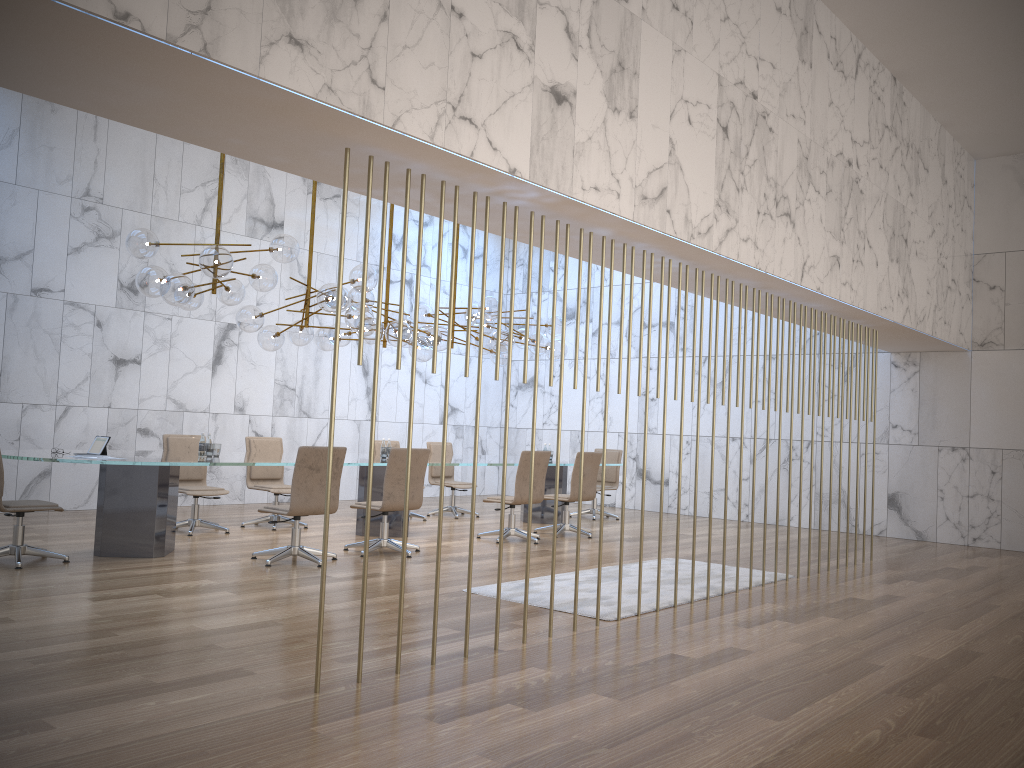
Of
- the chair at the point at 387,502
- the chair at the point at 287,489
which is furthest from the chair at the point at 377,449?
the chair at the point at 387,502

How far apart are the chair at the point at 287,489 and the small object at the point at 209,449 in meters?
1.2

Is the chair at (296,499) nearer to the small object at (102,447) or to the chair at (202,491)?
the small object at (102,447)

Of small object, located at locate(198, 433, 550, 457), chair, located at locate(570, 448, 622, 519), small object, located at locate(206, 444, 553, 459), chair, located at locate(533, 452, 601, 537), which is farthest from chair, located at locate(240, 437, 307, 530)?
chair, located at locate(570, 448, 622, 519)

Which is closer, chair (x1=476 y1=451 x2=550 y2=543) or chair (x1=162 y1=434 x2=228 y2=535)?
chair (x1=162 y1=434 x2=228 y2=535)

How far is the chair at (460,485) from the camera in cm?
1193

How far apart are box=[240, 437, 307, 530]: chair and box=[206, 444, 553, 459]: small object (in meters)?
1.19

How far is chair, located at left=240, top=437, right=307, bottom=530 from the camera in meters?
9.8

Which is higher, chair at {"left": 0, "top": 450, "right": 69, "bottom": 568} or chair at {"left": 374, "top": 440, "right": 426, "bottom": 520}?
chair at {"left": 374, "top": 440, "right": 426, "bottom": 520}

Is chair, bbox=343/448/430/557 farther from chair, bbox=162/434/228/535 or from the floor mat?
chair, bbox=162/434/228/535
